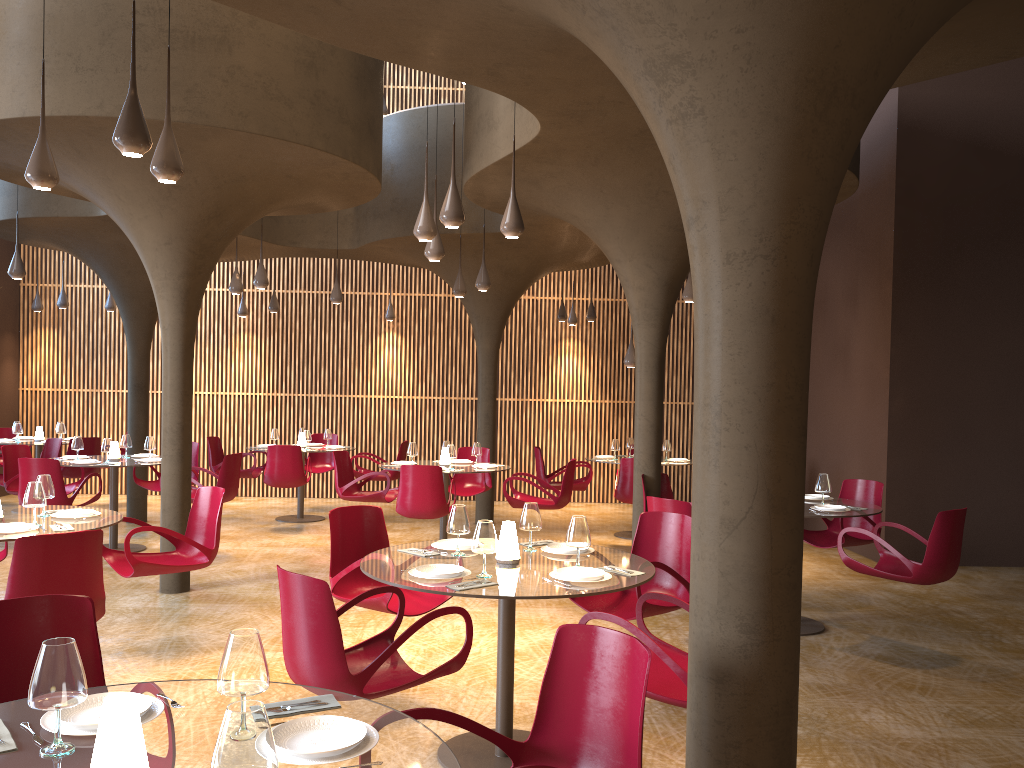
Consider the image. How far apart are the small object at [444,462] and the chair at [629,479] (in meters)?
2.27

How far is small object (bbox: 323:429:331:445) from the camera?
14.0m

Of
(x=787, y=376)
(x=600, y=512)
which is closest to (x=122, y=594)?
(x=787, y=376)

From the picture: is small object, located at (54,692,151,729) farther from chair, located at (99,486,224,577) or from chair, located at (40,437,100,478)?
chair, located at (40,437,100,478)

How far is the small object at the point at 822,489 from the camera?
7.8 meters

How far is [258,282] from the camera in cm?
1120

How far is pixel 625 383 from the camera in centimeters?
1674cm

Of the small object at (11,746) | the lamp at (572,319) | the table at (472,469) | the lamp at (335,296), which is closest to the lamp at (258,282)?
the lamp at (335,296)

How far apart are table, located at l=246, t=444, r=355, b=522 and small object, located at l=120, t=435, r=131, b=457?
3.1m

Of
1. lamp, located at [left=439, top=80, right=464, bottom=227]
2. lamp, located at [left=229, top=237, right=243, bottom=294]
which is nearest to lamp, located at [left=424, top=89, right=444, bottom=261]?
lamp, located at [left=439, top=80, right=464, bottom=227]
